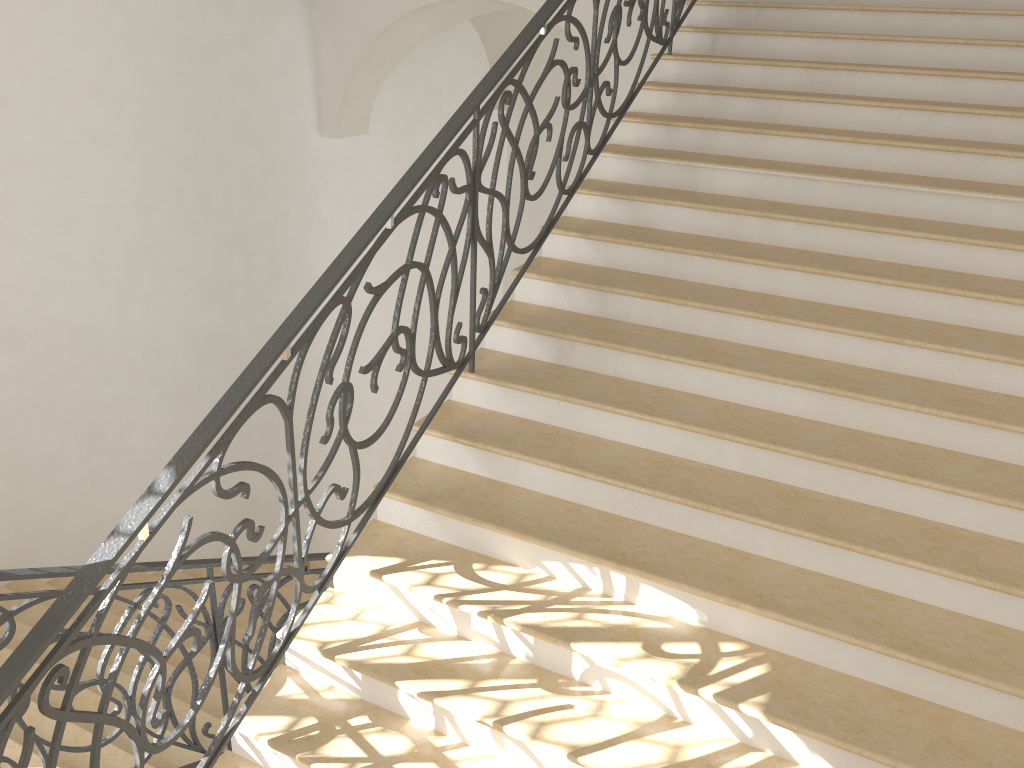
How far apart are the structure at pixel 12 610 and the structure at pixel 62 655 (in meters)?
0.72

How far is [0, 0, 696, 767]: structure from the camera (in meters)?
2.27

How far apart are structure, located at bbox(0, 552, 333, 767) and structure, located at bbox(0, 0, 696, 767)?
0.72m

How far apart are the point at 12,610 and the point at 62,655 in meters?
0.9

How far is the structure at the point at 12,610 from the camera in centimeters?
301cm

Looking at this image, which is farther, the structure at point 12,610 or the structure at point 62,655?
the structure at point 12,610

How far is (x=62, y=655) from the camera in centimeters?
227cm

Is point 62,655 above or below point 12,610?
above

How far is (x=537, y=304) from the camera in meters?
4.4 m

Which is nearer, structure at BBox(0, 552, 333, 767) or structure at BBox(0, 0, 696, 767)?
structure at BBox(0, 0, 696, 767)
